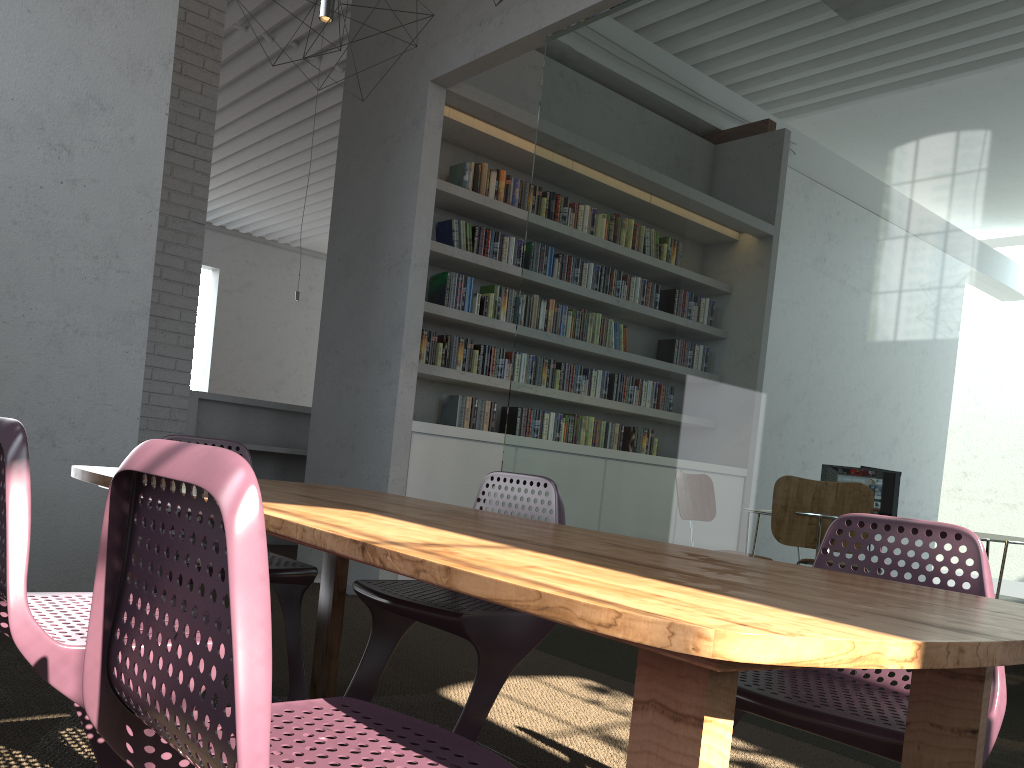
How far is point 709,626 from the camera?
0.8m
